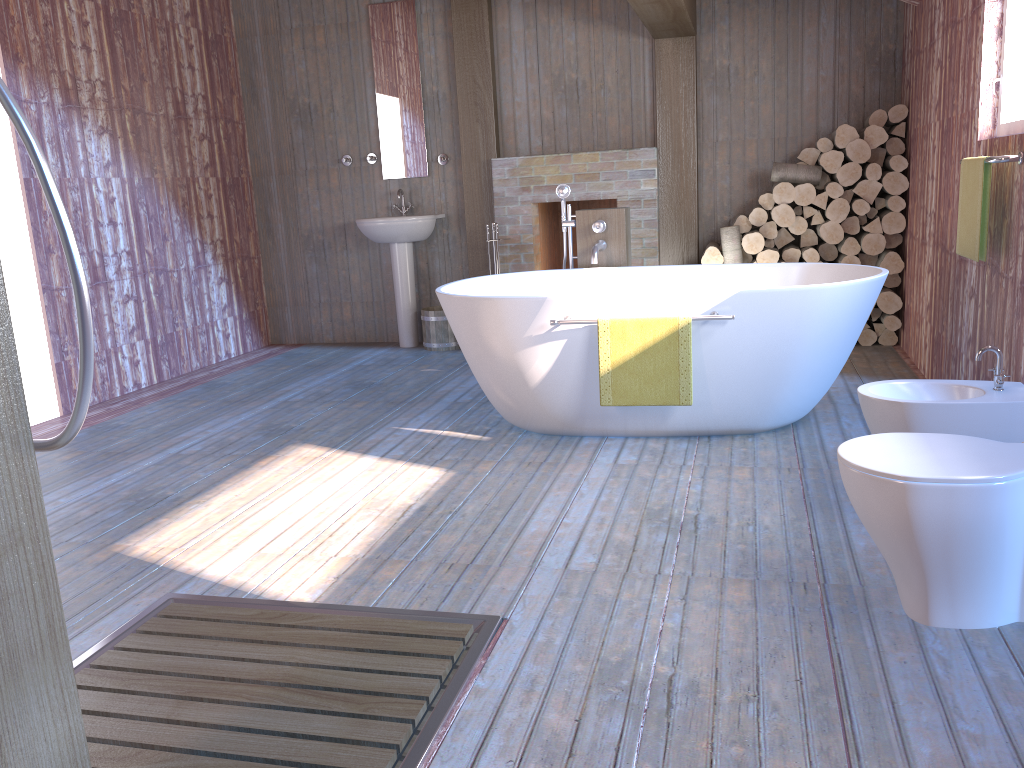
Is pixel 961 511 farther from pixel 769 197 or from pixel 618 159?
pixel 618 159

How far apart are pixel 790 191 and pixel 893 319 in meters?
1.0

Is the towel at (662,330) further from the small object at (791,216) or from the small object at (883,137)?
the small object at (883,137)

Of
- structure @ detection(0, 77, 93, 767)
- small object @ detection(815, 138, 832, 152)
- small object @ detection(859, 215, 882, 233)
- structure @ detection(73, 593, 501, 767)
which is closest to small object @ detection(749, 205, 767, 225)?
small object @ detection(815, 138, 832, 152)

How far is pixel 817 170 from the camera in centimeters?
536cm

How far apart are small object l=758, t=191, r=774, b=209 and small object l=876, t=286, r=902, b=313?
0.86m

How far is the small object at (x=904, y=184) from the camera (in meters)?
5.20

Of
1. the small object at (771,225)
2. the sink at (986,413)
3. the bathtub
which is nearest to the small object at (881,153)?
the small object at (771,225)

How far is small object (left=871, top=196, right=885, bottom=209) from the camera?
5.36m

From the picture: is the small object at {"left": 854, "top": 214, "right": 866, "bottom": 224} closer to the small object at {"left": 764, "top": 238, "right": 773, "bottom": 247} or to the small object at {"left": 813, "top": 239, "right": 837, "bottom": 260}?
the small object at {"left": 813, "top": 239, "right": 837, "bottom": 260}
